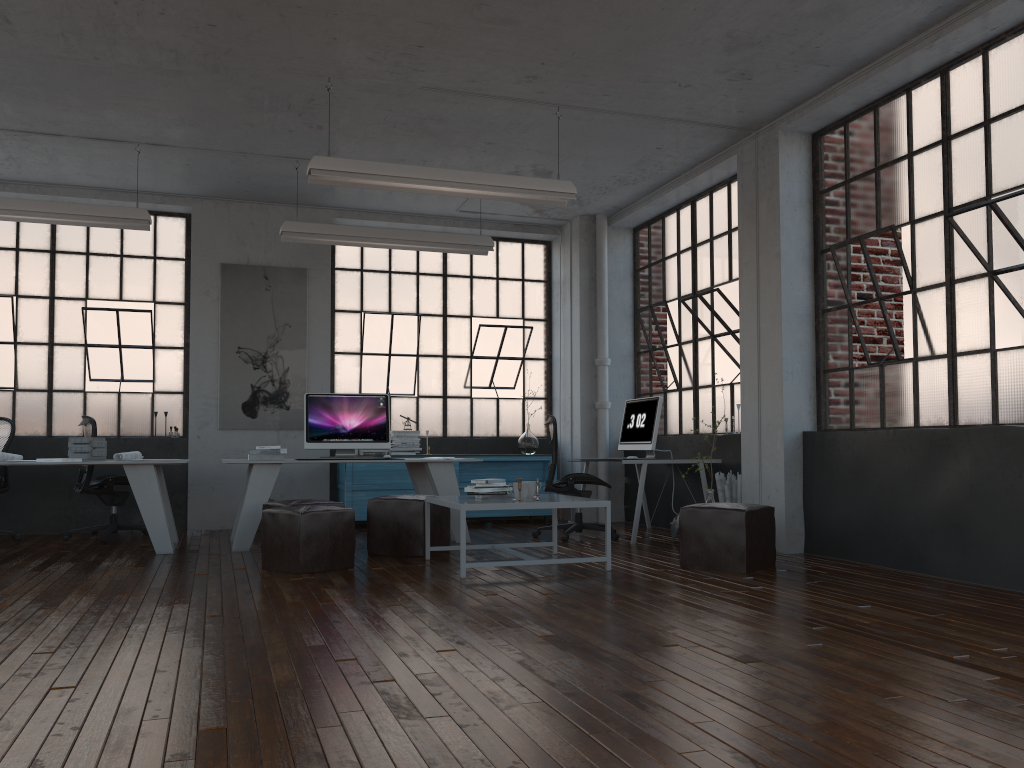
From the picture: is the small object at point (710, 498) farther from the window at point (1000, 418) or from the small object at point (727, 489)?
the window at point (1000, 418)

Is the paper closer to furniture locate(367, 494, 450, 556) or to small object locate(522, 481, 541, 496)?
furniture locate(367, 494, 450, 556)

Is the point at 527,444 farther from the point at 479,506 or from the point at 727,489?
the point at 479,506

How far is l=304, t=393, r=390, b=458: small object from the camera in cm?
740

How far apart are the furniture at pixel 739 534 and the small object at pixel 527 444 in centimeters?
381cm

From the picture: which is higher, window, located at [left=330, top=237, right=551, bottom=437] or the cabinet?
window, located at [left=330, top=237, right=551, bottom=437]

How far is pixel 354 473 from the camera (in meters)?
8.66

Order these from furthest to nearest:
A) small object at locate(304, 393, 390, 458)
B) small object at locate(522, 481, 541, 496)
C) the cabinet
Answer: the cabinet
small object at locate(304, 393, 390, 458)
small object at locate(522, 481, 541, 496)

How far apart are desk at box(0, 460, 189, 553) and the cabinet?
1.8m

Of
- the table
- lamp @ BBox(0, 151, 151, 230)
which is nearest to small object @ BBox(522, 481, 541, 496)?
the table
